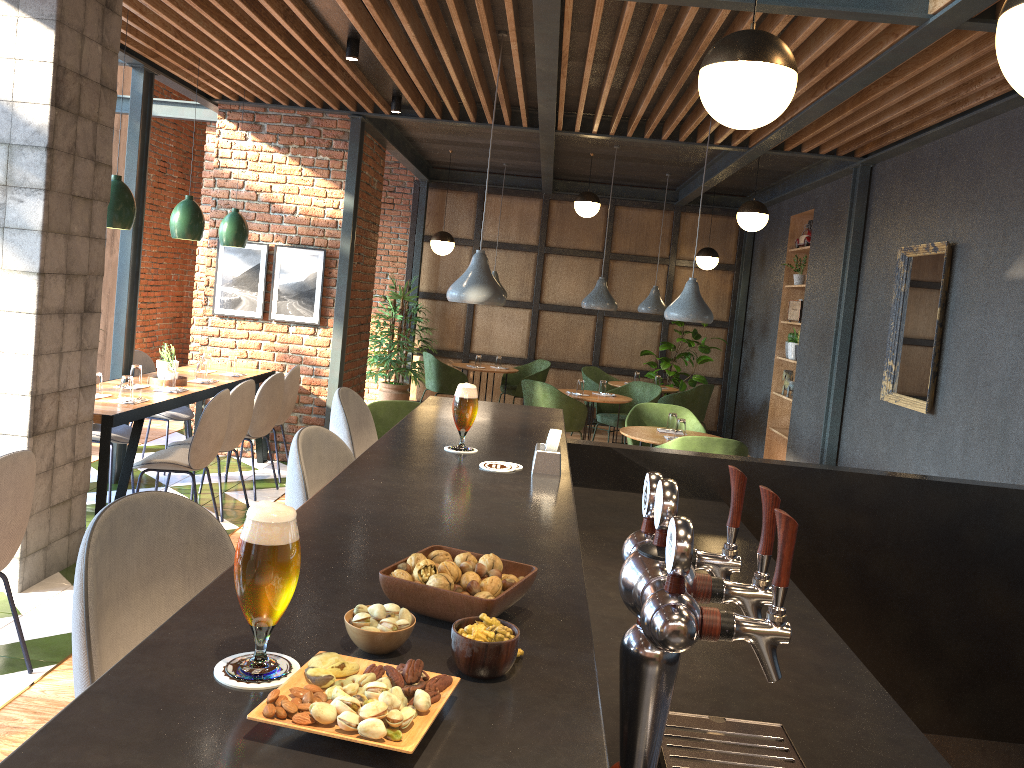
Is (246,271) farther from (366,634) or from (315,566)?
(366,634)

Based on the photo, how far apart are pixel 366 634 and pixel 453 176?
10.6 meters

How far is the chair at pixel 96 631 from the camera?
1.20m

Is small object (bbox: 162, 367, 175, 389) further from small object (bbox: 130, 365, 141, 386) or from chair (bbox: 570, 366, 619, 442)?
chair (bbox: 570, 366, 619, 442)

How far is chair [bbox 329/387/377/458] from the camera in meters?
2.8 m

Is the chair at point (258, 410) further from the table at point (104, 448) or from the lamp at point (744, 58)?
the lamp at point (744, 58)

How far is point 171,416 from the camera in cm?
663

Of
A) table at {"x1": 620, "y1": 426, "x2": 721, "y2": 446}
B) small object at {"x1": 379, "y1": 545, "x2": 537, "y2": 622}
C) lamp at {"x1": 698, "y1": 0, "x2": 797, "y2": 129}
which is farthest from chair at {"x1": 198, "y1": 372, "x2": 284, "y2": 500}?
small object at {"x1": 379, "y1": 545, "x2": 537, "y2": 622}

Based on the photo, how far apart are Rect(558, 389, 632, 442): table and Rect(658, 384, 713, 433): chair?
1.2 meters

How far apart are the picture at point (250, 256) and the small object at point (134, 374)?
1.8m
